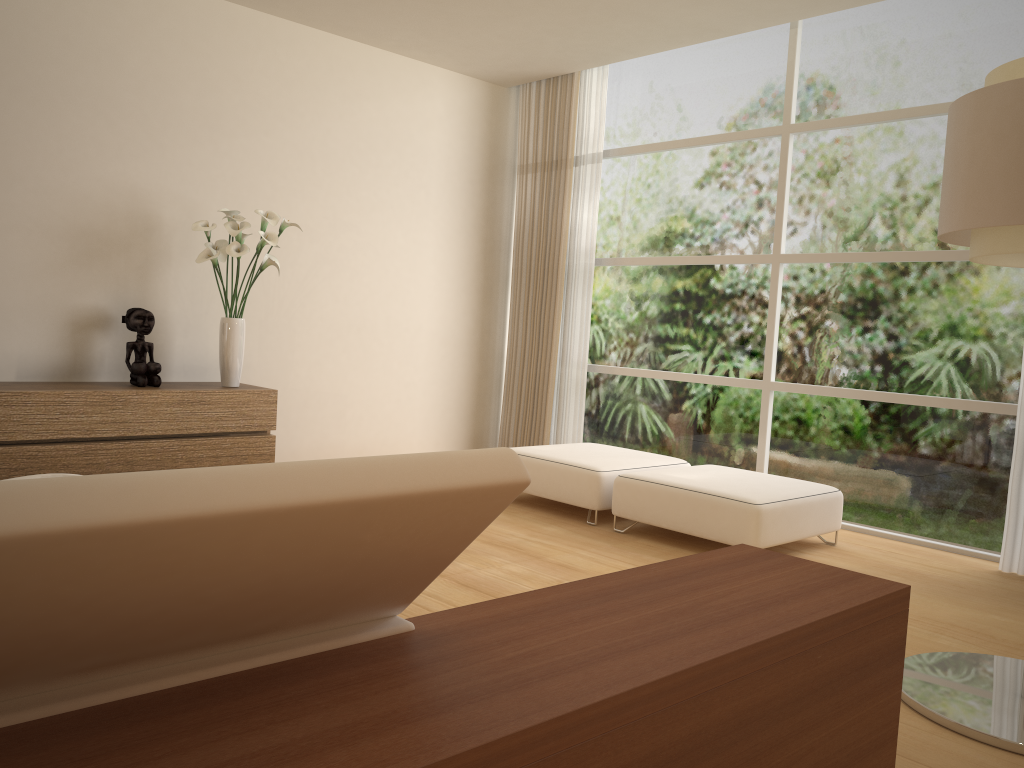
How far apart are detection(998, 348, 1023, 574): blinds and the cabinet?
4.2 meters

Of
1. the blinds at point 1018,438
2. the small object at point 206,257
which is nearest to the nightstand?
the blinds at point 1018,438

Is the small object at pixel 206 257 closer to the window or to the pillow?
the window

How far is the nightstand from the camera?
1.23m

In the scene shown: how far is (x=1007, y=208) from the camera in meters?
2.6

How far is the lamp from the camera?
2.56m

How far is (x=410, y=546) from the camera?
1.46m

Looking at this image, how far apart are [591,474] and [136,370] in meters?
2.7

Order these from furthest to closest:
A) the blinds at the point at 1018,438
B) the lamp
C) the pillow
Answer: the blinds at the point at 1018,438 → the lamp → the pillow

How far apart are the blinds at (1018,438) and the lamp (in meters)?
1.62
